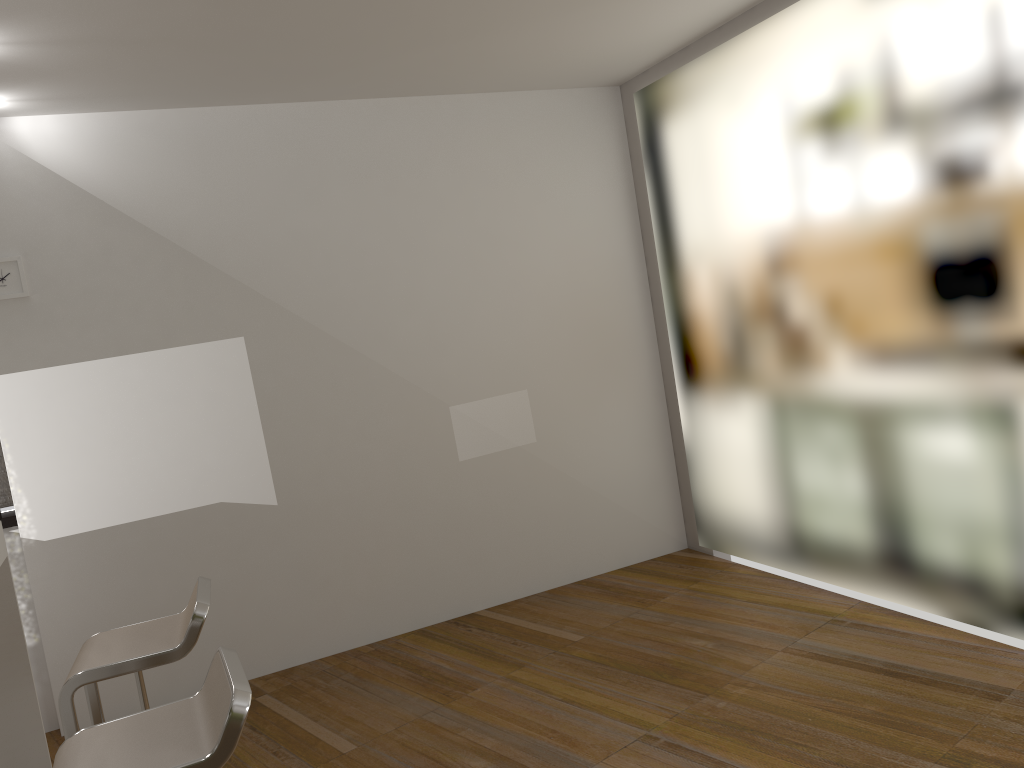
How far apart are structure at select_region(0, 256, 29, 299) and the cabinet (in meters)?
1.15

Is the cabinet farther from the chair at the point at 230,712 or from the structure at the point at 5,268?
the chair at the point at 230,712

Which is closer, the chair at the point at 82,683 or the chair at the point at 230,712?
the chair at the point at 230,712

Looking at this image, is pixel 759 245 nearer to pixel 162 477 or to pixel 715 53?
pixel 715 53

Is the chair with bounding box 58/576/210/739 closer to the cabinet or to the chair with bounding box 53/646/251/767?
the chair with bounding box 53/646/251/767

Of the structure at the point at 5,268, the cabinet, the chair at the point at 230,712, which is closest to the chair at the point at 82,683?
the chair at the point at 230,712

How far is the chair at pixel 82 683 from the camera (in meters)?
2.52

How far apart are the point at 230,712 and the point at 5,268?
2.9 meters

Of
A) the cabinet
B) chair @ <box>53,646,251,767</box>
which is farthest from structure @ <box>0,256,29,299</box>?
chair @ <box>53,646,251,767</box>

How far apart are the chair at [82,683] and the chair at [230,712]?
0.46m
